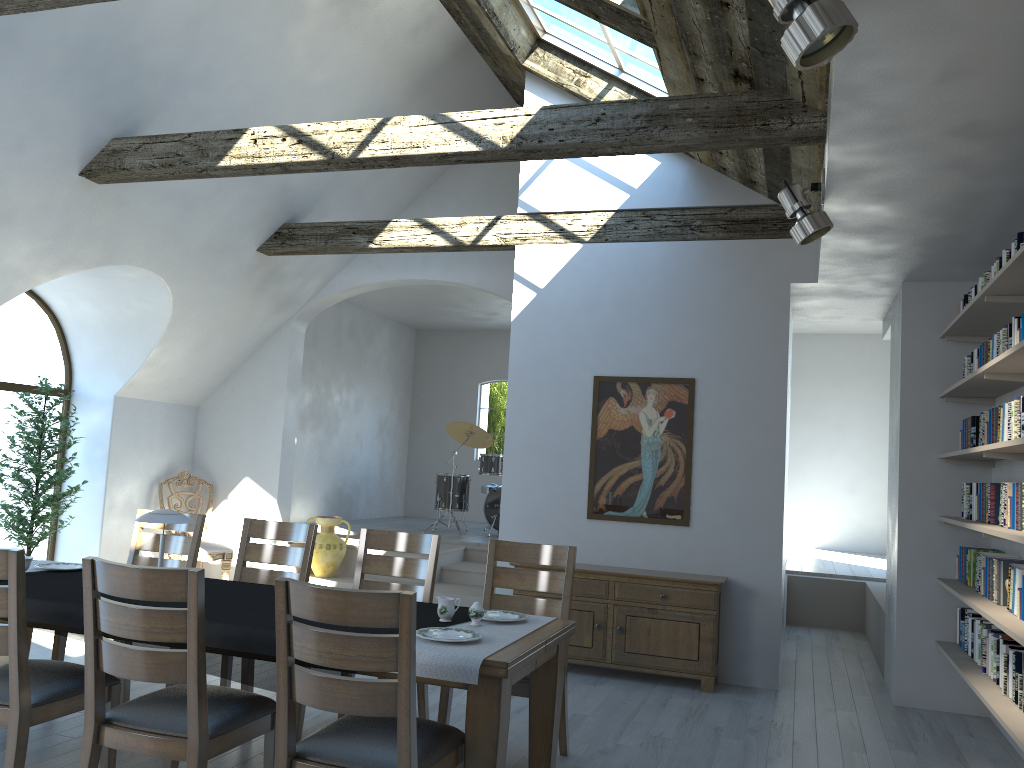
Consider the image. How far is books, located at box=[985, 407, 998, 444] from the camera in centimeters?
468cm

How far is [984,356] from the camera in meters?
5.0

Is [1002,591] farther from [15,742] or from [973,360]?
[15,742]

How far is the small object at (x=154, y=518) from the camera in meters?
3.9 m

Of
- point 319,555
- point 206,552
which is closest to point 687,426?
point 319,555

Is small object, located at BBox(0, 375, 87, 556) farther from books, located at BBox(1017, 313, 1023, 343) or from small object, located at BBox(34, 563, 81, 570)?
books, located at BBox(1017, 313, 1023, 343)

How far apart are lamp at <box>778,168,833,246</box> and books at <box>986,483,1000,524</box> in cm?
165

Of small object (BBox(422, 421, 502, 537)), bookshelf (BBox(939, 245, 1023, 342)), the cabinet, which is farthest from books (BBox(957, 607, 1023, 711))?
small object (BBox(422, 421, 502, 537))

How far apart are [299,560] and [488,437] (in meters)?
6.11

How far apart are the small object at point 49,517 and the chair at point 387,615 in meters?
5.1 m
